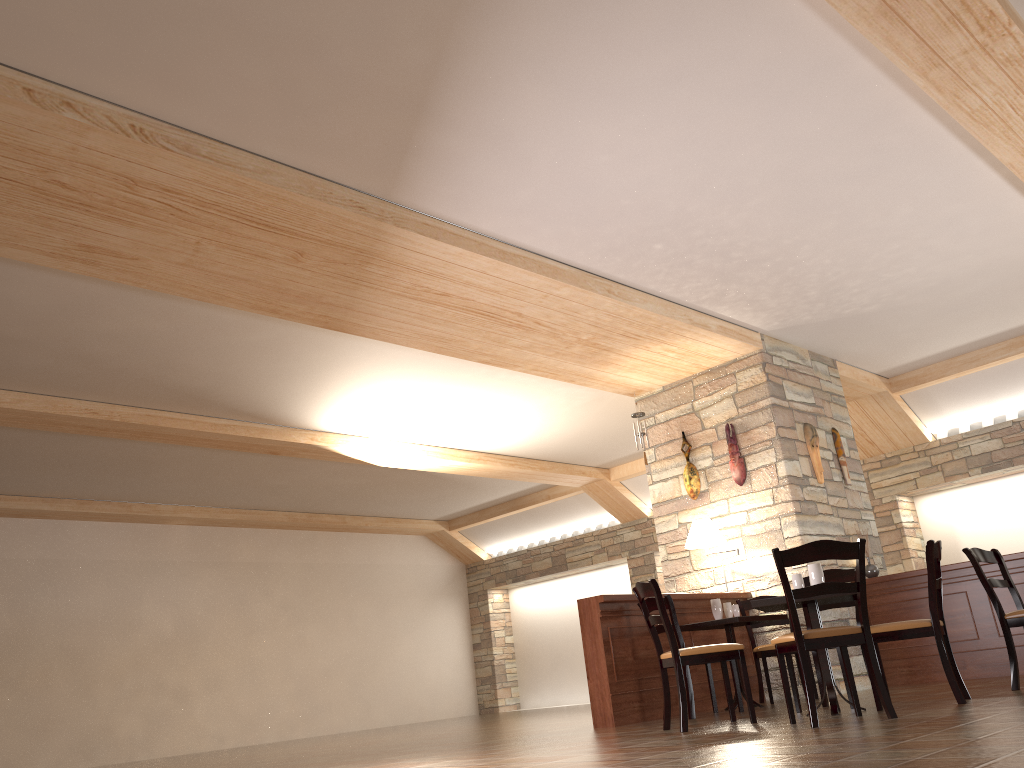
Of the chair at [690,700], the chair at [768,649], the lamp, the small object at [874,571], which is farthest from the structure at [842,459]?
the chair at [690,700]

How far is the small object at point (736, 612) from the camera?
6.84m

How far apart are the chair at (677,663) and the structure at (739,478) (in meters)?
2.94

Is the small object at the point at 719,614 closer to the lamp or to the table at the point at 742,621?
the table at the point at 742,621

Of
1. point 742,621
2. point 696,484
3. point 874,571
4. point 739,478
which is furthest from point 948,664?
point 696,484

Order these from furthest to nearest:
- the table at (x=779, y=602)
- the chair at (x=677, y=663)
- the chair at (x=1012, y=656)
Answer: the chair at (x=1012, y=656) < the chair at (x=677, y=663) < the table at (x=779, y=602)

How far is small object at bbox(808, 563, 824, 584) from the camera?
5.1m

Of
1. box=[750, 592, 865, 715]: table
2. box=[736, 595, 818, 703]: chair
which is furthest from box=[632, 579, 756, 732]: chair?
box=[736, 595, 818, 703]: chair

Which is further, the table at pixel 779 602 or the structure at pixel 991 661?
the structure at pixel 991 661

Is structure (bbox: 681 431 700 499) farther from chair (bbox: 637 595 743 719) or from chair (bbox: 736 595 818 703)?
chair (bbox: 637 595 743 719)
